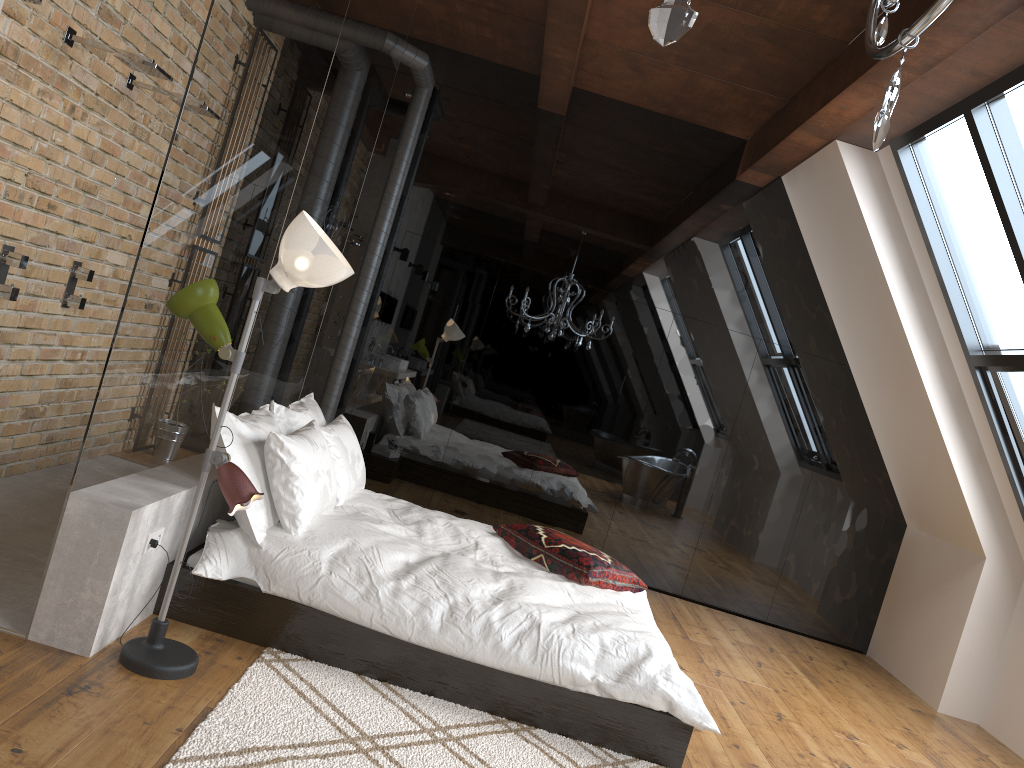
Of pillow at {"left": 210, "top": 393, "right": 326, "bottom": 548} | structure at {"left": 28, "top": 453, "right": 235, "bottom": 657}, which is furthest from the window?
structure at {"left": 28, "top": 453, "right": 235, "bottom": 657}

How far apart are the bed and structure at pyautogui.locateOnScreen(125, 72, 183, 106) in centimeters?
217cm

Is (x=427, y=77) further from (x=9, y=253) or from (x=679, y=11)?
(x=679, y=11)

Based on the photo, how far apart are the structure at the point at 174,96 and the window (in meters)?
3.88

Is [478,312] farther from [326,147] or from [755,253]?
[326,147]

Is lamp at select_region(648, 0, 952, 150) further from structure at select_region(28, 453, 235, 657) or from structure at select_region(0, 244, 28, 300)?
structure at select_region(0, 244, 28, 300)

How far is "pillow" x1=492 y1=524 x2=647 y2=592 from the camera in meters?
4.2 m

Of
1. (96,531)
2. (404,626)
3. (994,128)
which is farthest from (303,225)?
(994,128)

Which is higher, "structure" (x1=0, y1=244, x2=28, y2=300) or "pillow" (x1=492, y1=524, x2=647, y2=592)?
"structure" (x1=0, y1=244, x2=28, y2=300)

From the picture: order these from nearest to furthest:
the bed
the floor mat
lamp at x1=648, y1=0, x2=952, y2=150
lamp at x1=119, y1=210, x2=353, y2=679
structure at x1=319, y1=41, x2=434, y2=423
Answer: lamp at x1=648, y1=0, x2=952, y2=150
the floor mat
lamp at x1=119, y1=210, x2=353, y2=679
the bed
structure at x1=319, y1=41, x2=434, y2=423
